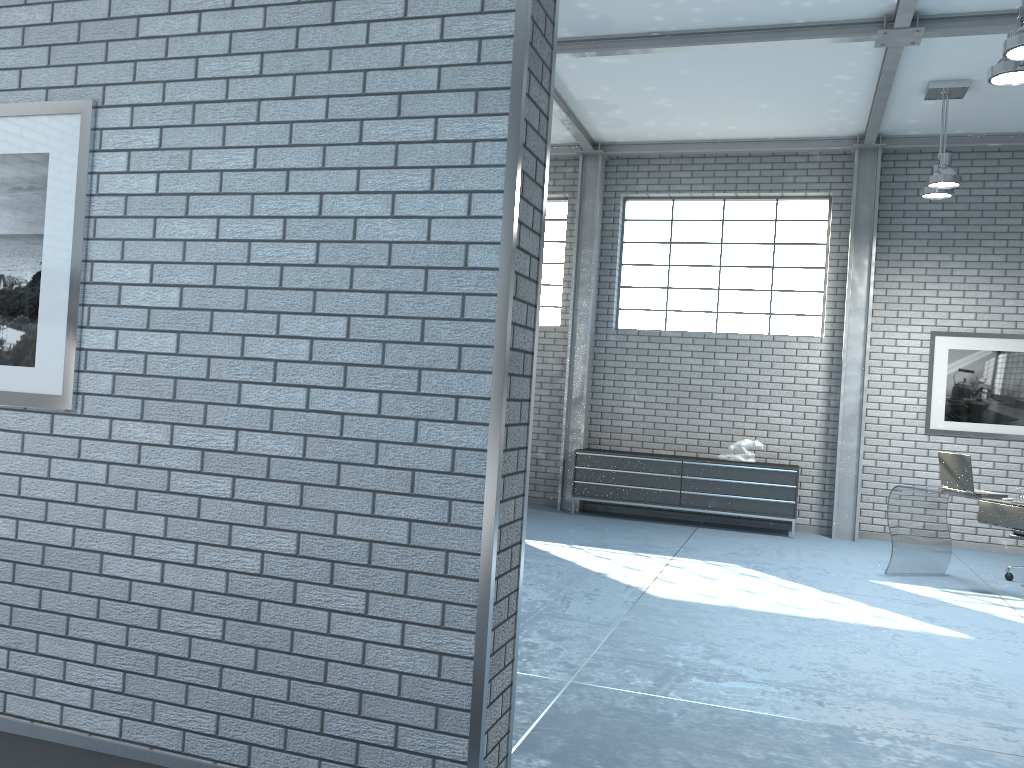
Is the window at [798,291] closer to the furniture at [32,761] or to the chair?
the chair

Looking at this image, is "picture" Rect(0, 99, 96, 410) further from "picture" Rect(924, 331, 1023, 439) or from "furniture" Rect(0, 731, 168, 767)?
"picture" Rect(924, 331, 1023, 439)

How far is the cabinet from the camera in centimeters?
869cm

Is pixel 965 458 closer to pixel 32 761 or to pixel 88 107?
pixel 88 107

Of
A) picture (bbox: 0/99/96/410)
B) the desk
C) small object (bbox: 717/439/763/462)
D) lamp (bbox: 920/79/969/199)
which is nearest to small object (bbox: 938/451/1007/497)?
the desk

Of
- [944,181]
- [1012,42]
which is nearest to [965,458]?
[944,181]

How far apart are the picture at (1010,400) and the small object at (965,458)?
2.3 meters

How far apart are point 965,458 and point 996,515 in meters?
0.5 m

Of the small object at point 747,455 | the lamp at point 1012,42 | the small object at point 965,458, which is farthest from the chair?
the lamp at point 1012,42

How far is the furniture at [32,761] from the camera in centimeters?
201cm
